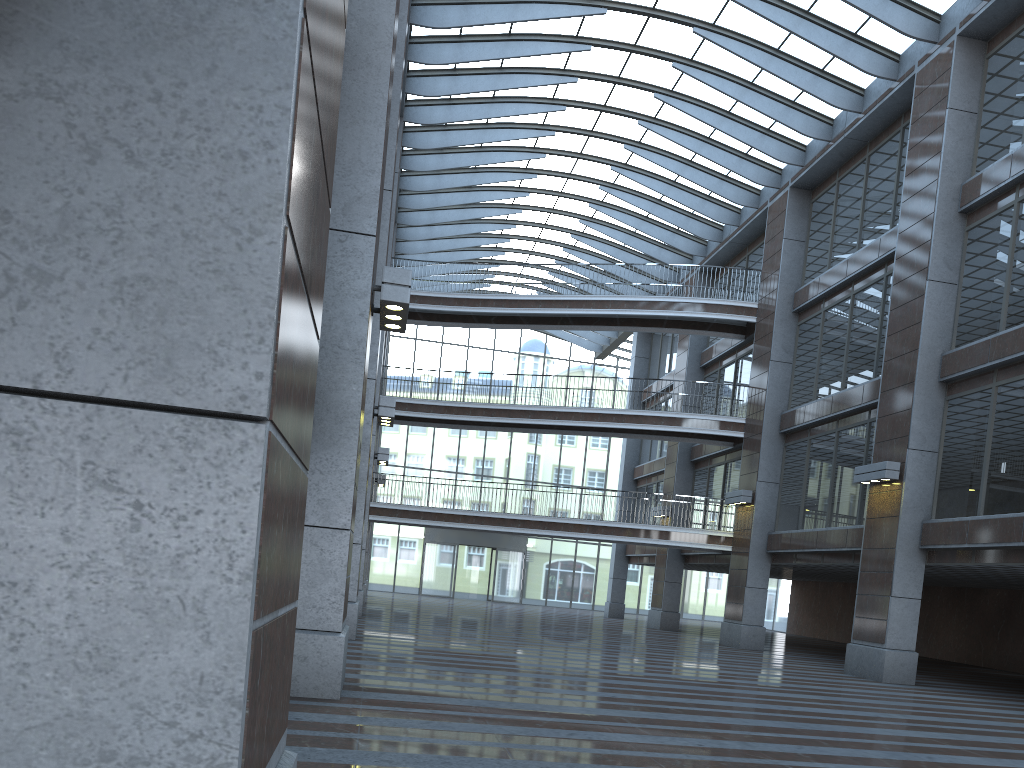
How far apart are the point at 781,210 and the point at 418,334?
25.4m
